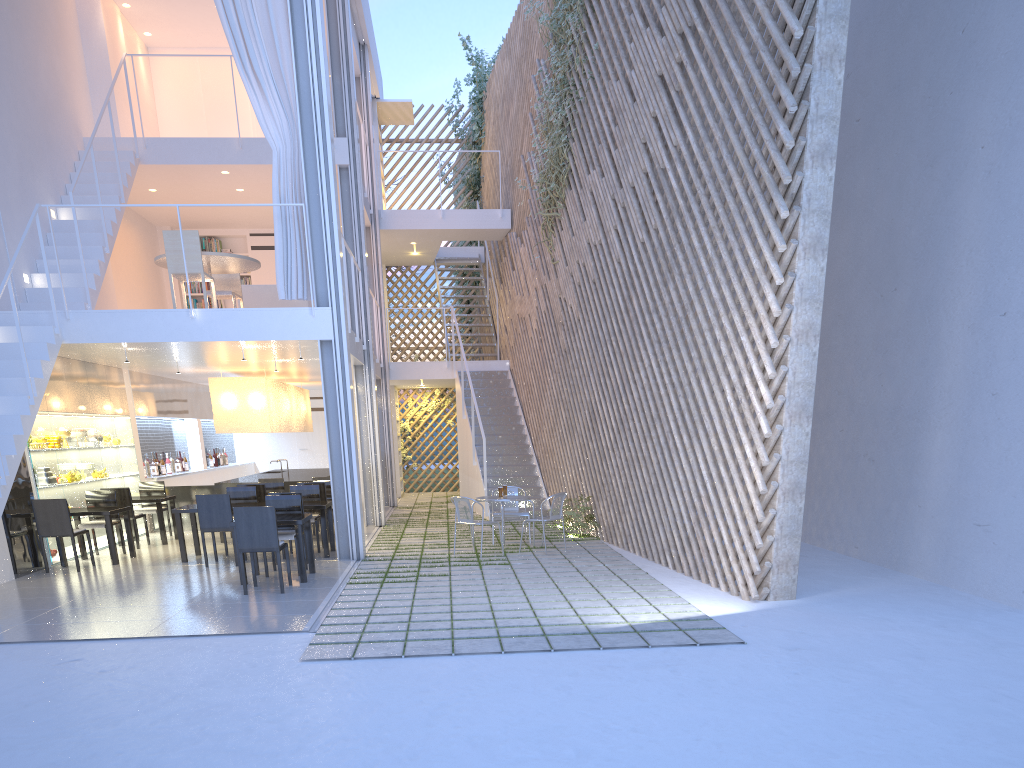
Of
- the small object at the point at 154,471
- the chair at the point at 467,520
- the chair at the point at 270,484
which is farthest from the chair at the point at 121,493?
the chair at the point at 467,520

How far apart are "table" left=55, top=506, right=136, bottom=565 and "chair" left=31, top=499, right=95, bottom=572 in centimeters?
17cm

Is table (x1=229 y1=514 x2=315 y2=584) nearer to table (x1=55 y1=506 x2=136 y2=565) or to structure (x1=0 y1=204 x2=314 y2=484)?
table (x1=55 y1=506 x2=136 y2=565)

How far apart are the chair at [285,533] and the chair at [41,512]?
1.2 meters

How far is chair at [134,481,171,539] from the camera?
6.3 meters

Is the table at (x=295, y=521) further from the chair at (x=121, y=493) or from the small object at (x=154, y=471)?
the small object at (x=154, y=471)

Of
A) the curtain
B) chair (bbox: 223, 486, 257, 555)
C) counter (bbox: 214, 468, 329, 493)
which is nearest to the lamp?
counter (bbox: 214, 468, 329, 493)

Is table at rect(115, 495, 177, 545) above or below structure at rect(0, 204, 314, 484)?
below

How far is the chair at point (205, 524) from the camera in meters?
4.8 m

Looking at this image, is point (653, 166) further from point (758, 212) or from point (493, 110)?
point (493, 110)
